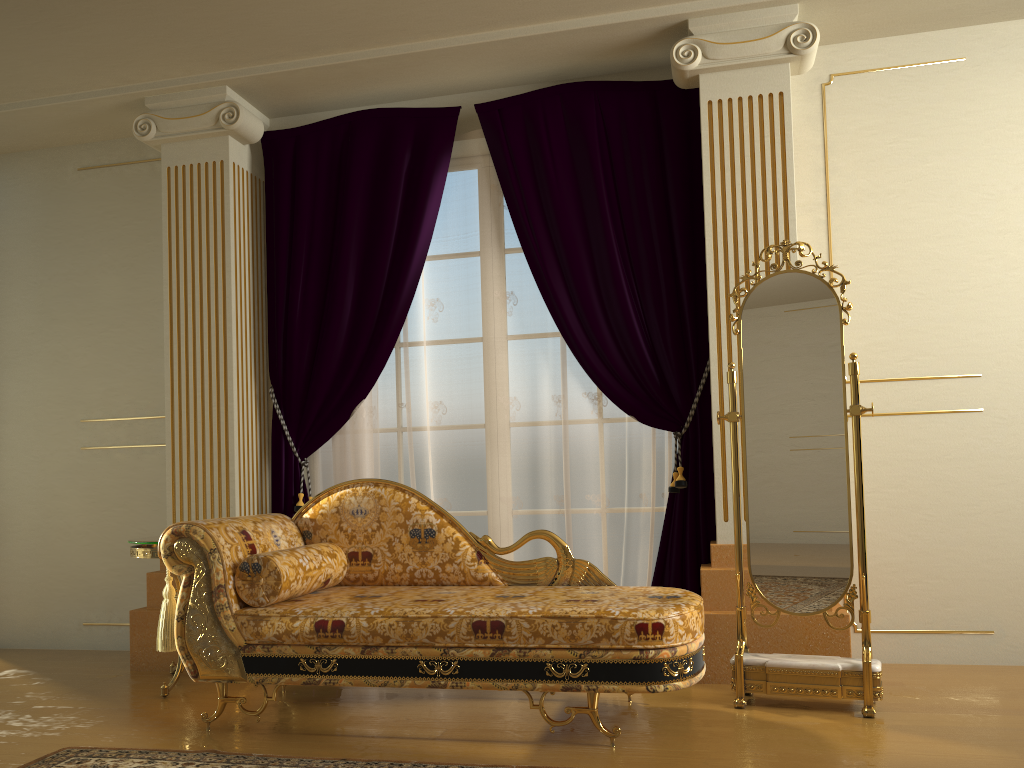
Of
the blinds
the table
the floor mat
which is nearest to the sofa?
the floor mat

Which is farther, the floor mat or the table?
the table

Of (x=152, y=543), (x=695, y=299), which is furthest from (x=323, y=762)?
(x=695, y=299)

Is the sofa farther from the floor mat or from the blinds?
the blinds

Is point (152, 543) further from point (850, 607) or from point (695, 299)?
point (850, 607)

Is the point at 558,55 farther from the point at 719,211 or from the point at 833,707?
the point at 833,707

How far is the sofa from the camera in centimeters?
271cm

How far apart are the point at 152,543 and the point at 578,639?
1.9m

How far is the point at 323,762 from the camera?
2.62m

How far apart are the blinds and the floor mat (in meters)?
1.53
